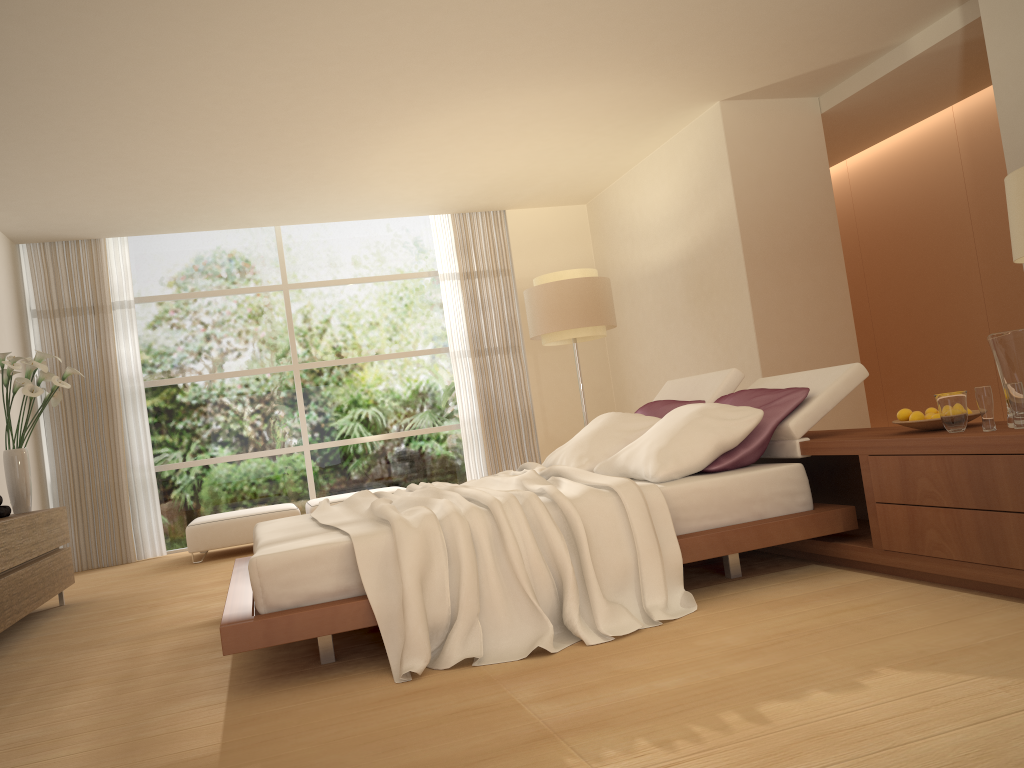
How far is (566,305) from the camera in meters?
7.4 m

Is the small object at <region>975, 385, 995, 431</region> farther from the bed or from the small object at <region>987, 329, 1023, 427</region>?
the bed

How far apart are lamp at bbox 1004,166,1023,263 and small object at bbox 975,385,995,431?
0.7 meters

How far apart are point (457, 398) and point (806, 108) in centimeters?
441cm

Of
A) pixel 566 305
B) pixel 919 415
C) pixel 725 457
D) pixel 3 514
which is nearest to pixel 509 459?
pixel 566 305

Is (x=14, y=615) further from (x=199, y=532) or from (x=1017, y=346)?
(x=1017, y=346)

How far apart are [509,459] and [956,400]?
6.52m

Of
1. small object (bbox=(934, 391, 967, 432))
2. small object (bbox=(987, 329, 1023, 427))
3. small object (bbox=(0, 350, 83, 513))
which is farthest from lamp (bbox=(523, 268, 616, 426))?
small object (bbox=(987, 329, 1023, 427))

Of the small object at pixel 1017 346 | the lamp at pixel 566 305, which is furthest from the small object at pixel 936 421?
the lamp at pixel 566 305

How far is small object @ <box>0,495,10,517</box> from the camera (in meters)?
5.34
